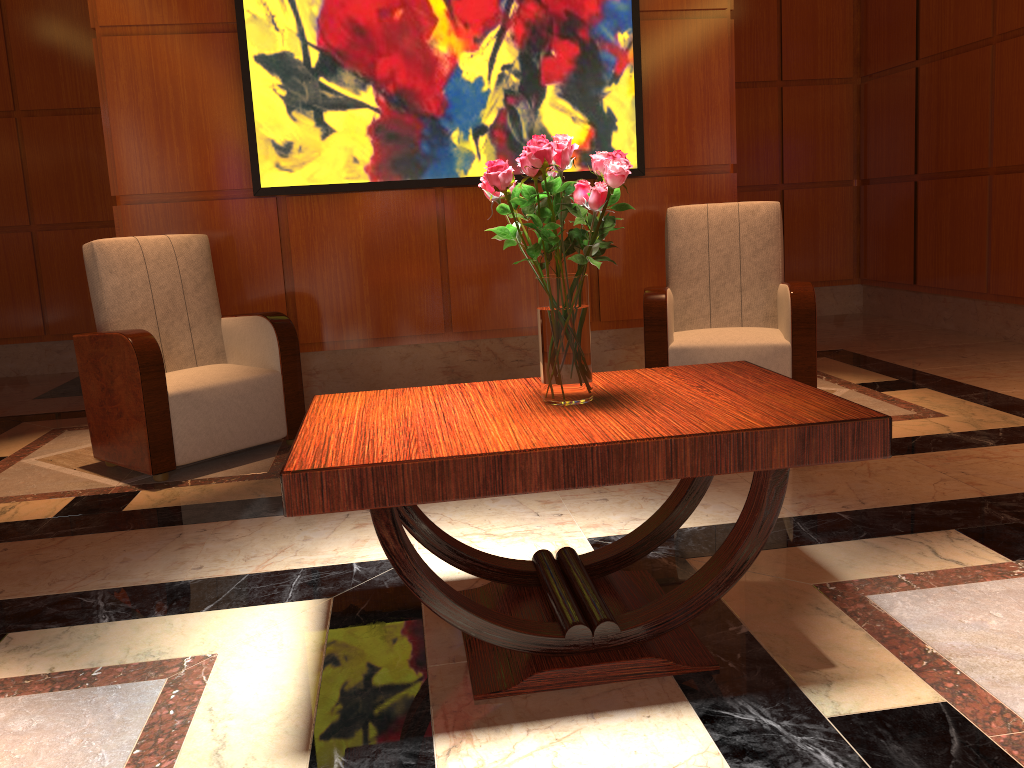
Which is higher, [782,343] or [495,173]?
[495,173]

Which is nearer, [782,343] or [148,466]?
[148,466]

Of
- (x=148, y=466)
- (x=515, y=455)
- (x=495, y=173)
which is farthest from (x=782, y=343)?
(x=148, y=466)

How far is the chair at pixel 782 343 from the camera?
3.8m

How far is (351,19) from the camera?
4.28m

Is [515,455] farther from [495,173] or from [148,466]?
[148,466]

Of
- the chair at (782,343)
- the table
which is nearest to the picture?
the chair at (782,343)

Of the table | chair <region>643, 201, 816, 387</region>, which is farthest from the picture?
the table

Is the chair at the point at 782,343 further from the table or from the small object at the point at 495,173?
the small object at the point at 495,173

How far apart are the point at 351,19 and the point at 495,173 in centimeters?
289cm
